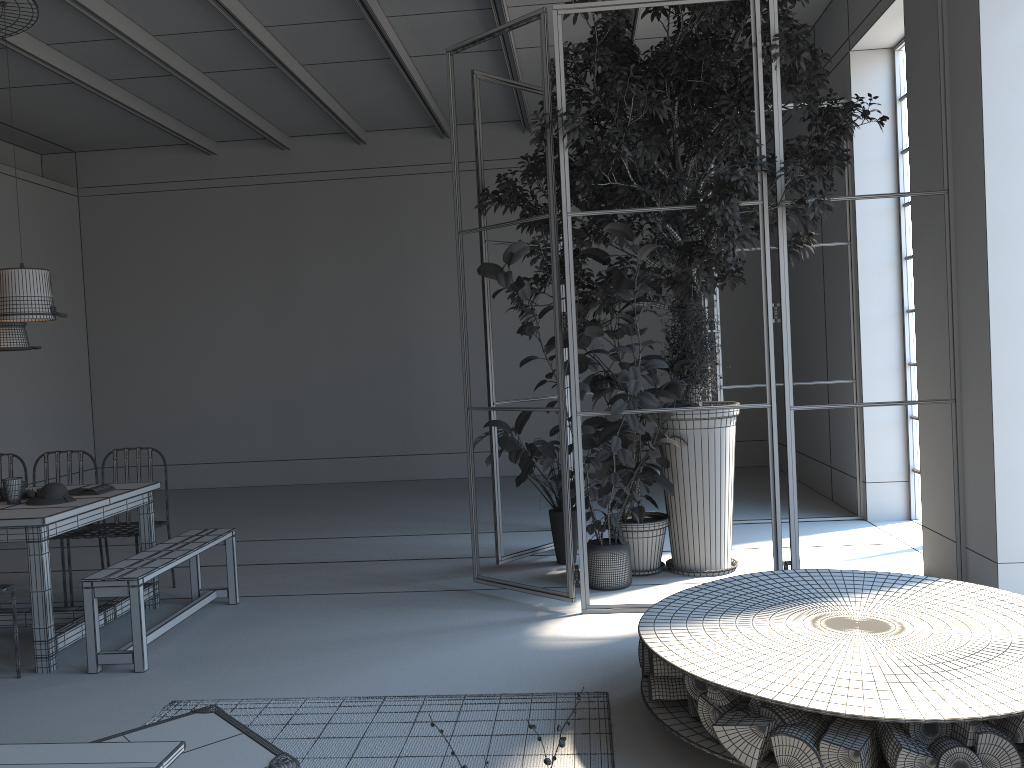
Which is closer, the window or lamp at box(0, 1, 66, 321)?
lamp at box(0, 1, 66, 321)

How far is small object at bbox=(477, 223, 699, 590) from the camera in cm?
485

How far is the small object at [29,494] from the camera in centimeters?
508cm

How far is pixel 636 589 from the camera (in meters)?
5.48

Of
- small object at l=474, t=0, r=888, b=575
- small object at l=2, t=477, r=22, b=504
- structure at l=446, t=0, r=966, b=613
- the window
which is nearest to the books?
small object at l=2, t=477, r=22, b=504

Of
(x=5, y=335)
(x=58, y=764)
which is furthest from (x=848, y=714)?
(x=5, y=335)

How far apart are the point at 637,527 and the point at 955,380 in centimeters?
206cm

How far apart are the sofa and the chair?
3.7m

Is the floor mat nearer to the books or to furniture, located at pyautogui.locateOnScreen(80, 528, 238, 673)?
furniture, located at pyautogui.locateOnScreen(80, 528, 238, 673)

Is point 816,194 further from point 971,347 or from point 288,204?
point 288,204
